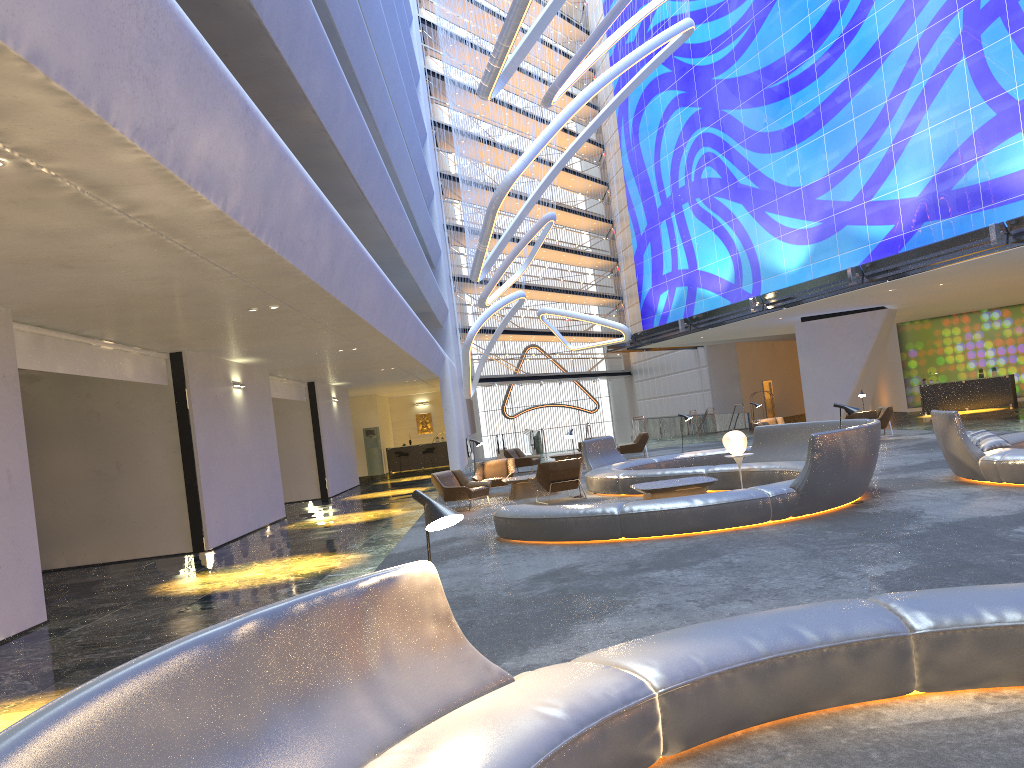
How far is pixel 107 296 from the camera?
9.71m

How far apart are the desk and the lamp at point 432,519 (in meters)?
32.02

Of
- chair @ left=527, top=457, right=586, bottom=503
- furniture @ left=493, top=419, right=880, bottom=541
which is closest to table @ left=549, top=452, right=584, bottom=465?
furniture @ left=493, top=419, right=880, bottom=541

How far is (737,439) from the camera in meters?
13.8 m

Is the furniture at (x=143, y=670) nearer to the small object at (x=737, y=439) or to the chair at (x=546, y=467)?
the small object at (x=737, y=439)

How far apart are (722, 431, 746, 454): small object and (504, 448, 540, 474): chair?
12.3 meters

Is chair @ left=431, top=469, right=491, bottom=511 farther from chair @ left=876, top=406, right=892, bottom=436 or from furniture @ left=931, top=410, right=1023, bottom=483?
chair @ left=876, top=406, right=892, bottom=436

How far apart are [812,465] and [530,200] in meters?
19.2 m

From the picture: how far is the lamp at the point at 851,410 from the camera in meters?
11.2 m

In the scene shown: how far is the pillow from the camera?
11.5m
